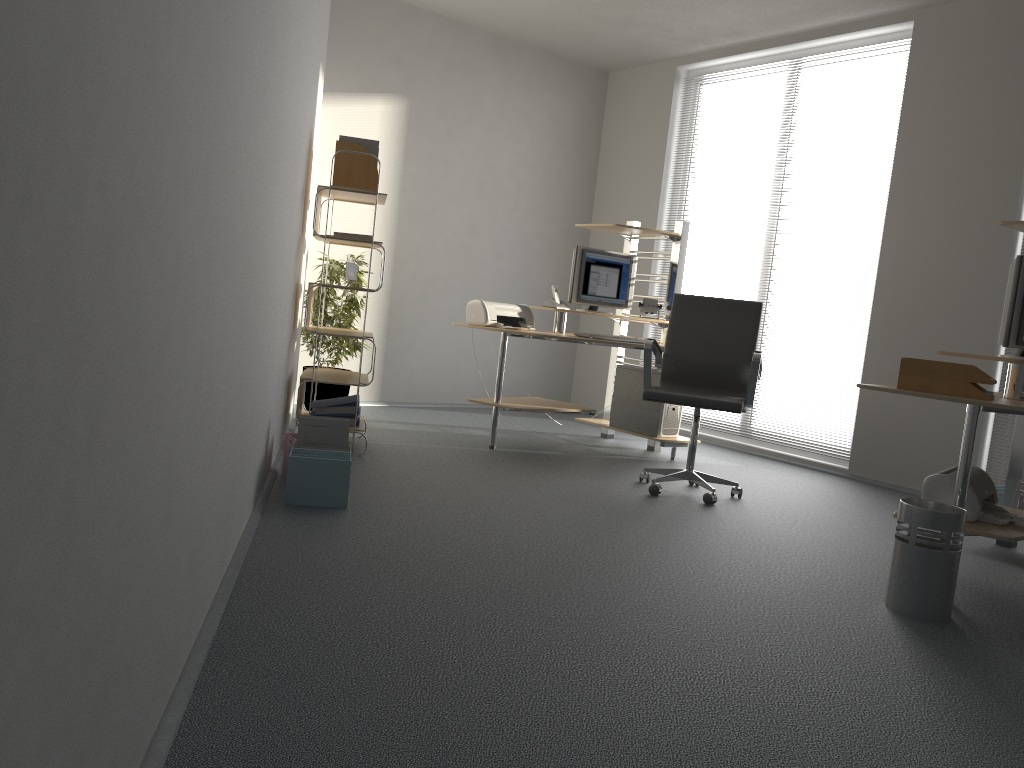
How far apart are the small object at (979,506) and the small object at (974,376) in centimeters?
36cm

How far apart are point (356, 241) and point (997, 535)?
3.2m

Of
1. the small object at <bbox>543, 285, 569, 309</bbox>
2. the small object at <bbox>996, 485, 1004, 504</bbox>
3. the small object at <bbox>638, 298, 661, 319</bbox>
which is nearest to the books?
the small object at <bbox>543, 285, 569, 309</bbox>

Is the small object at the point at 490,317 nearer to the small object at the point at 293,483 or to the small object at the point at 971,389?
the small object at the point at 293,483

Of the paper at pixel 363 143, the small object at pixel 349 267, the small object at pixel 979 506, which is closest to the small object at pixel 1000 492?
the small object at pixel 979 506

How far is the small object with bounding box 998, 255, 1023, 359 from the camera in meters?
3.6 m

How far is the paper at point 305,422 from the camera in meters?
3.8

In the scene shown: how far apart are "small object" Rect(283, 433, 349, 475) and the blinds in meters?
4.0

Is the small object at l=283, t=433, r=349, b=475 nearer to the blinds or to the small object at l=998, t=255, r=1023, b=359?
the small object at l=998, t=255, r=1023, b=359

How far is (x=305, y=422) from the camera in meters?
3.8 m
